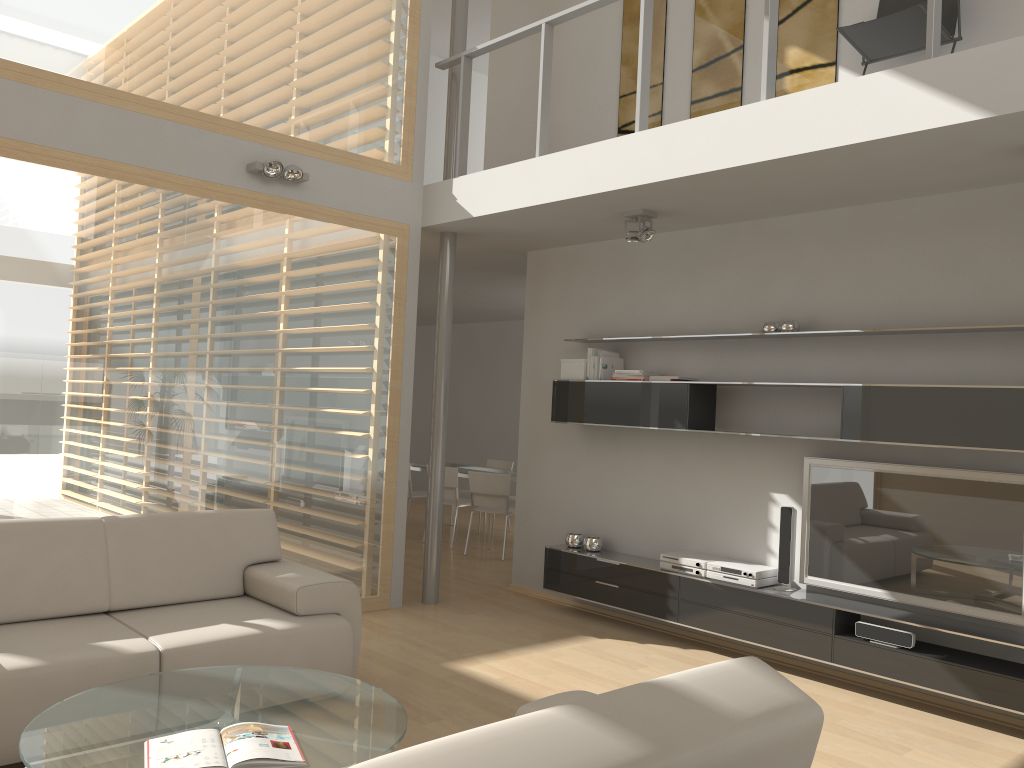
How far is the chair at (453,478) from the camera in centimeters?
895cm

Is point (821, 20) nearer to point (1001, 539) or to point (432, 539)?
point (1001, 539)

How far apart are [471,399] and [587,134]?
7.15m

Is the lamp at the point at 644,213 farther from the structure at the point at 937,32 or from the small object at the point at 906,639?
the small object at the point at 906,639

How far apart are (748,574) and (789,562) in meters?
0.2

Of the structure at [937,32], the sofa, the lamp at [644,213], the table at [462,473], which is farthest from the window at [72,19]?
the table at [462,473]

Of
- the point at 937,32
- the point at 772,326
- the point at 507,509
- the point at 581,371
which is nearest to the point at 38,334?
the point at 581,371

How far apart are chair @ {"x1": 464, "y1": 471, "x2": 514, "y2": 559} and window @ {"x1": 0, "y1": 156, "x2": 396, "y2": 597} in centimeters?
241cm

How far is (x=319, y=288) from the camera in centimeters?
579cm

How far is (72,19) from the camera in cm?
475
